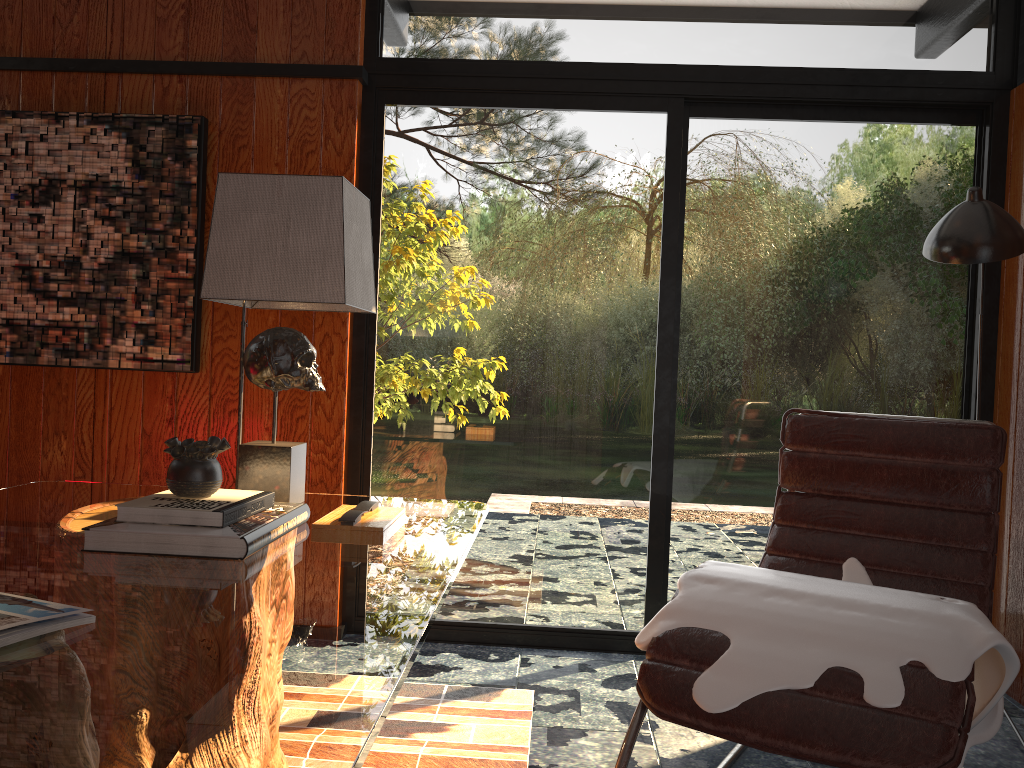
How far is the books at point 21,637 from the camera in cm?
101

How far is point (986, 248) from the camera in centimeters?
232cm

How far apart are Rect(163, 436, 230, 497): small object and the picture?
1.4m

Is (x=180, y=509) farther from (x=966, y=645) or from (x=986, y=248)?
(x=986, y=248)

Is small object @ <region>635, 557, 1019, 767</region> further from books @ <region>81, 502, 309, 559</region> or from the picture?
the picture

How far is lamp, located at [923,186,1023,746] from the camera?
2.32m

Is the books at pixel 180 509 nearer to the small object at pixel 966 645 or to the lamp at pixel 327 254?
the lamp at pixel 327 254

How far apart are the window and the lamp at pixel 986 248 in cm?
61

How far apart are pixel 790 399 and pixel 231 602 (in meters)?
2.32

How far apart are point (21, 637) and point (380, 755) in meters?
1.3 m
